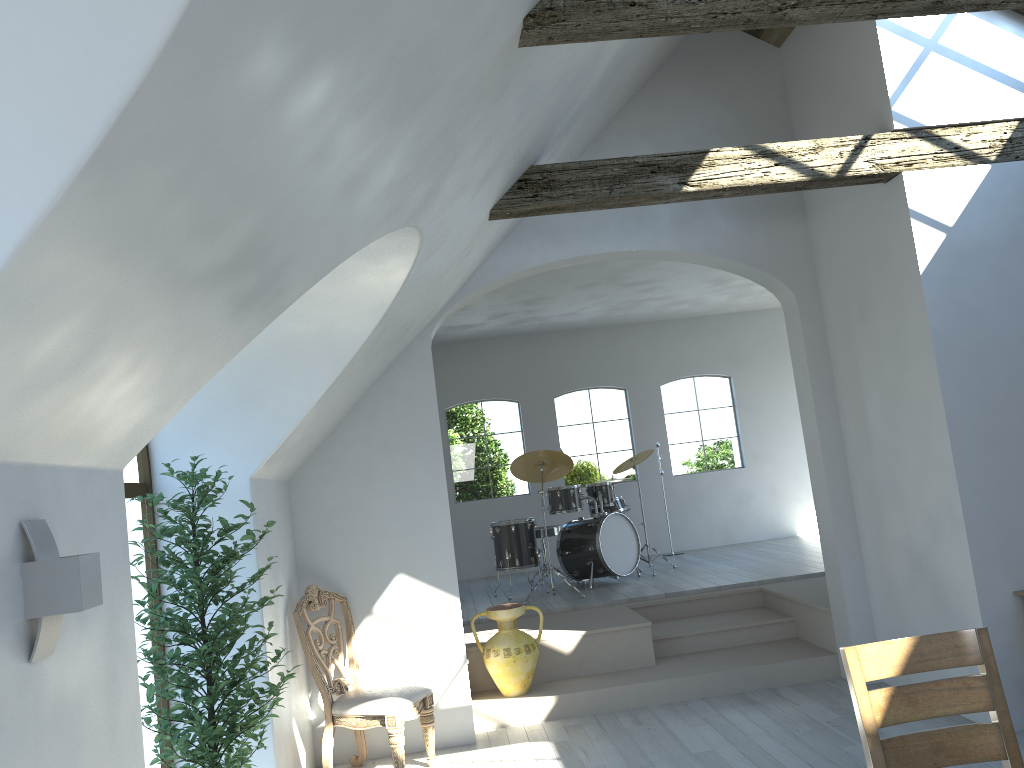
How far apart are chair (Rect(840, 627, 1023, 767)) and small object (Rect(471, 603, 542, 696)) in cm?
363

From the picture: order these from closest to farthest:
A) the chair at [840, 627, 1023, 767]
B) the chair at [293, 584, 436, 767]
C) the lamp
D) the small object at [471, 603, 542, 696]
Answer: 1. the lamp
2. the chair at [840, 627, 1023, 767]
3. the chair at [293, 584, 436, 767]
4. the small object at [471, 603, 542, 696]

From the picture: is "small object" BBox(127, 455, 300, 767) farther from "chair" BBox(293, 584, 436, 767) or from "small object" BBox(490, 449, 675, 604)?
"small object" BBox(490, 449, 675, 604)

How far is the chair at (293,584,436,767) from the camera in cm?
499

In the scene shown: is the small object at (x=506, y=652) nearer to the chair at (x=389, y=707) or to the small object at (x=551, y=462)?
the chair at (x=389, y=707)

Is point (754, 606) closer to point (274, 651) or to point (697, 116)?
point (697, 116)

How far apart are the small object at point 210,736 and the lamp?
1.5 meters

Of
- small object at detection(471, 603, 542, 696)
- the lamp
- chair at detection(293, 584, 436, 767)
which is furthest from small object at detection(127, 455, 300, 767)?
small object at detection(471, 603, 542, 696)

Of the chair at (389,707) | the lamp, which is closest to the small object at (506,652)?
the chair at (389,707)

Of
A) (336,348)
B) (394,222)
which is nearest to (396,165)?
(394,222)
